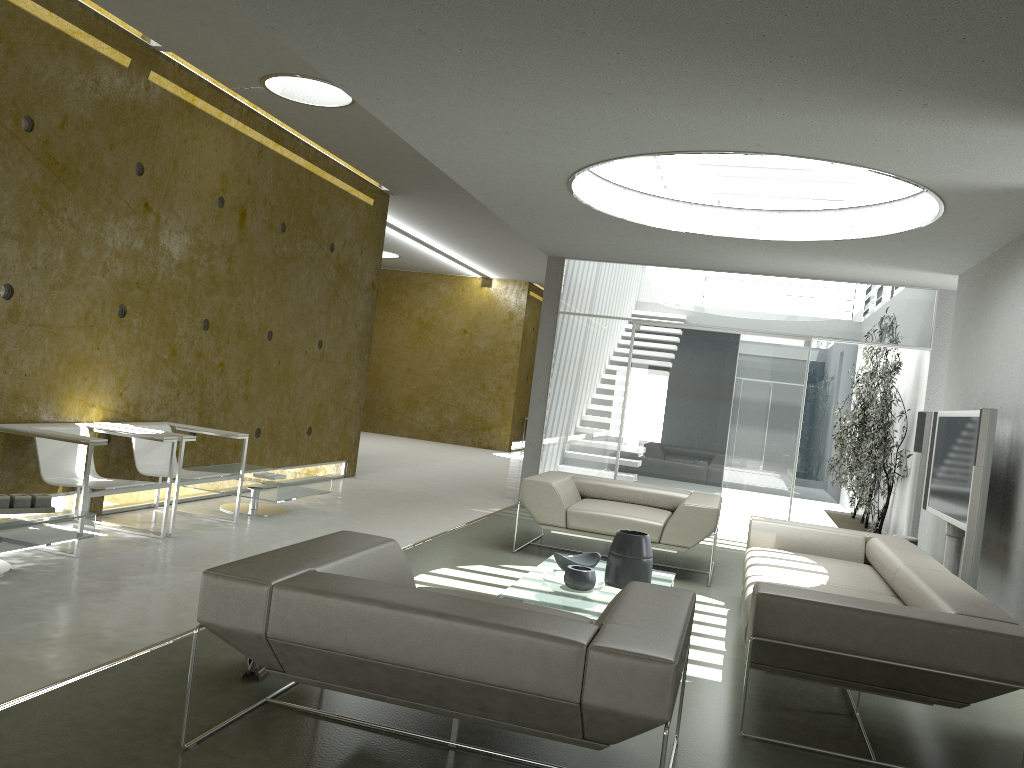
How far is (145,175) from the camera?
6.3m

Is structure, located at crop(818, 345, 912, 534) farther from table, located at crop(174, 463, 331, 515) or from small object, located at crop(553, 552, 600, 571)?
table, located at crop(174, 463, 331, 515)

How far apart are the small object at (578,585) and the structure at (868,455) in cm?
501

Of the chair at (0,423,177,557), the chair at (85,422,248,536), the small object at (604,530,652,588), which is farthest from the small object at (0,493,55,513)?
the small object at (604,530,652,588)

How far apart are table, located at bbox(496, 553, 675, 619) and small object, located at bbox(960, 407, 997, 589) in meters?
1.7 m

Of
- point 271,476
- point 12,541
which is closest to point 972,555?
point 271,476

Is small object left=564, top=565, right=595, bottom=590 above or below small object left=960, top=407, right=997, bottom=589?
below

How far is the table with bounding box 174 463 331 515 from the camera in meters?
6.8

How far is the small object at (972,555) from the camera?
5.1 meters

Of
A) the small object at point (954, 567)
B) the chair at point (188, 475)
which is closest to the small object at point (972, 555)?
the small object at point (954, 567)
